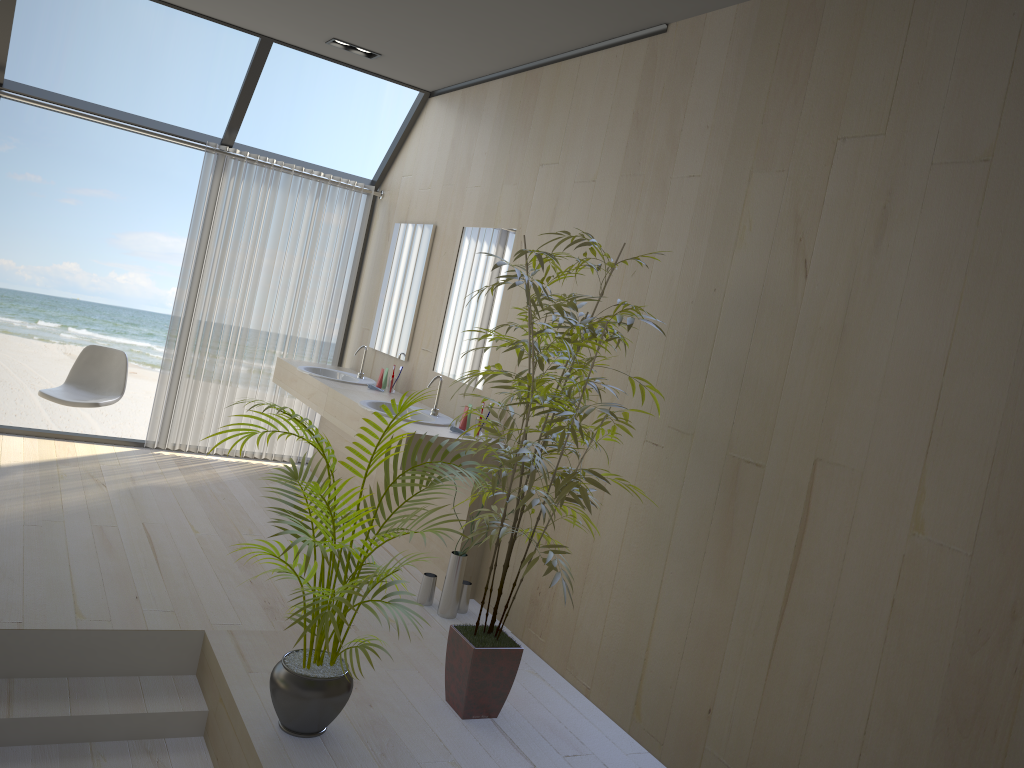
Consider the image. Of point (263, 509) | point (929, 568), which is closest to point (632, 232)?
point (929, 568)

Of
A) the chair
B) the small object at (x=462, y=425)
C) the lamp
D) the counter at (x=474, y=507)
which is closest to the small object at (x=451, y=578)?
the counter at (x=474, y=507)

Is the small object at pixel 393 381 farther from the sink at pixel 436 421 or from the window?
the window

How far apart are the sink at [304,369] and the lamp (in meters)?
1.95

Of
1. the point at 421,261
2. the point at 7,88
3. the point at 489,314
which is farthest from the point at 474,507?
the point at 7,88

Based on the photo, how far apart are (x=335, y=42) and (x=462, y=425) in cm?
246

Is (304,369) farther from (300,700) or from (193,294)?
(300,700)

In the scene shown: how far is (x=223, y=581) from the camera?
3.92m

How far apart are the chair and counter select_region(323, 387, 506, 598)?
1.4 meters

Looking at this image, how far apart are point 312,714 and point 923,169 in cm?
243
